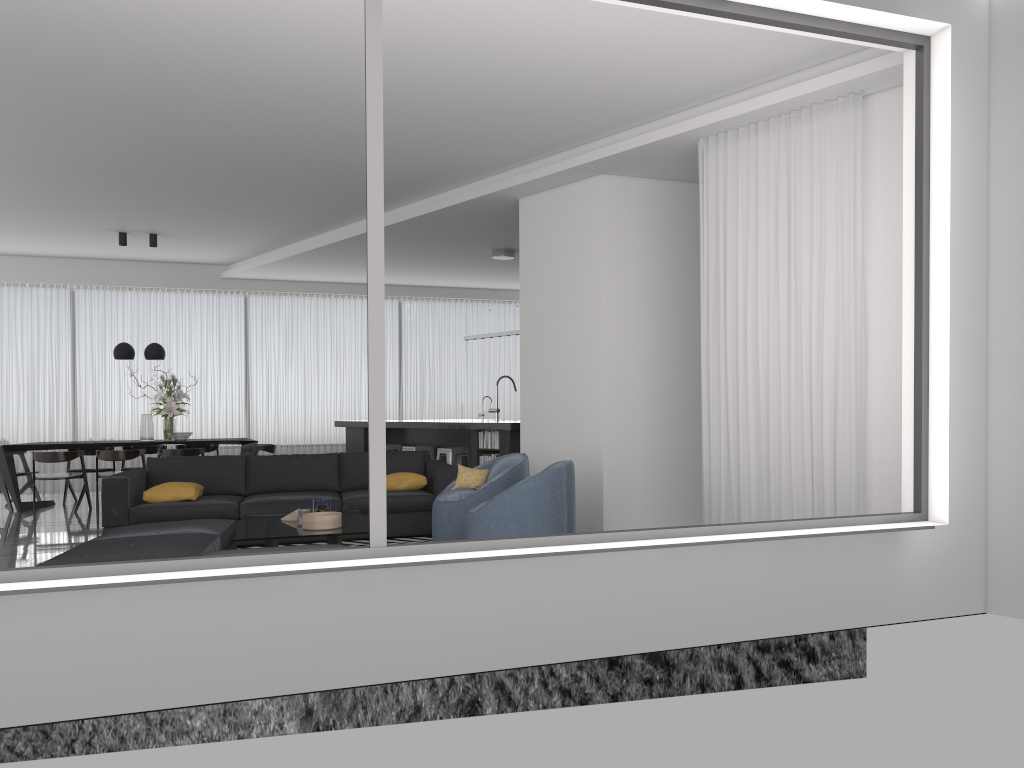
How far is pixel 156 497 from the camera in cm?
712

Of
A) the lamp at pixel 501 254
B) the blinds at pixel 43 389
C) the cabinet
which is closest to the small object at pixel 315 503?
the cabinet

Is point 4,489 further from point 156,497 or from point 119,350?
point 156,497

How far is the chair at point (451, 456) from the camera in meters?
9.9 m

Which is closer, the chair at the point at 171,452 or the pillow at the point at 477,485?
the pillow at the point at 477,485

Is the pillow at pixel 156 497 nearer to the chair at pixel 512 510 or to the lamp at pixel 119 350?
the chair at pixel 512 510

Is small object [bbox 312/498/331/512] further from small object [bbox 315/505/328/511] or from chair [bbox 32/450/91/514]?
chair [bbox 32/450/91/514]

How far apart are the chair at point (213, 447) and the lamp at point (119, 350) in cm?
166

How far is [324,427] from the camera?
13.63m

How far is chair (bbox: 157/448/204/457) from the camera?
10.3m
